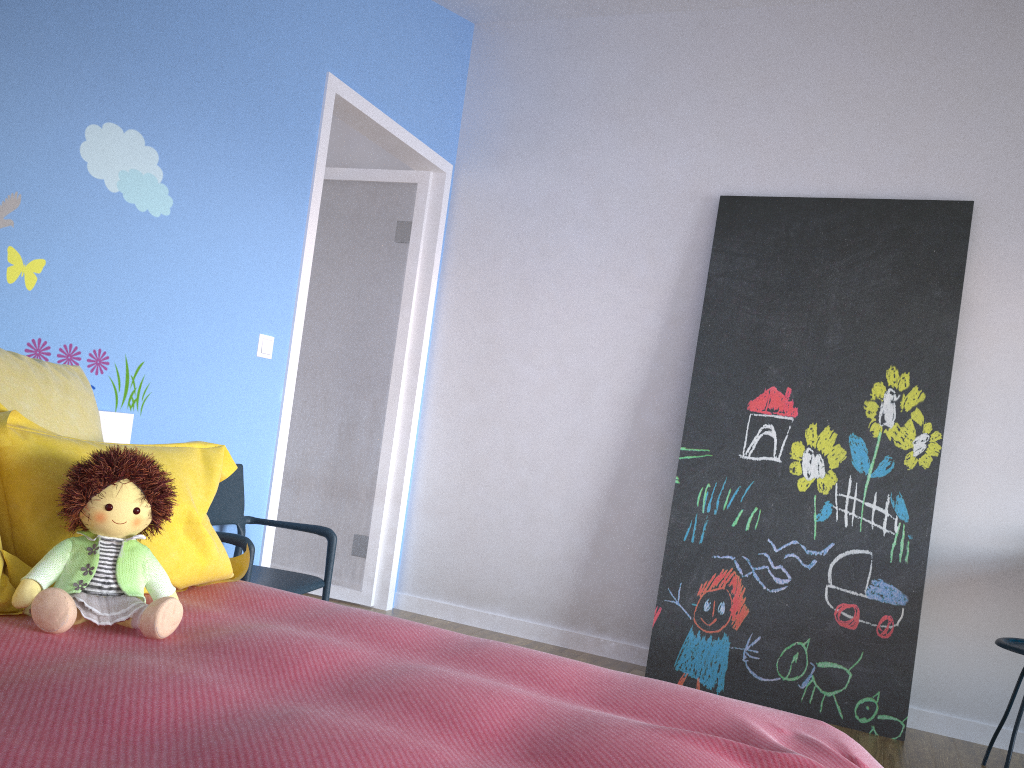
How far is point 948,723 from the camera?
3.3 meters

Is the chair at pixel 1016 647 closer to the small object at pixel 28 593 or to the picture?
the picture

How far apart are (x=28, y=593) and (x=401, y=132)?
2.8m

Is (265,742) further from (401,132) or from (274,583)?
(401,132)

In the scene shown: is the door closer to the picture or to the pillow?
the pillow

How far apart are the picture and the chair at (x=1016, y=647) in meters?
0.3

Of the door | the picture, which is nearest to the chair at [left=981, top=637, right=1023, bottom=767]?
the picture

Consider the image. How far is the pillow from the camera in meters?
1.6

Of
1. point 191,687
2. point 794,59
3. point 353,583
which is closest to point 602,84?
point 794,59

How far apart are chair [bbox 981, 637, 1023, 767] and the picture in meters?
0.3
